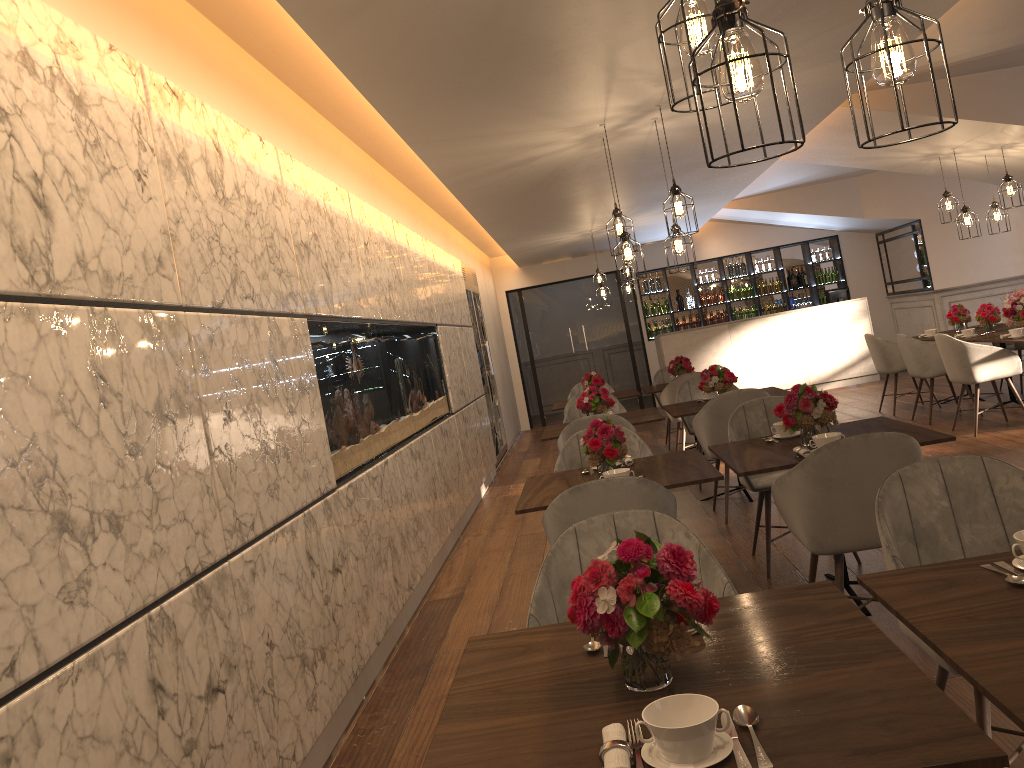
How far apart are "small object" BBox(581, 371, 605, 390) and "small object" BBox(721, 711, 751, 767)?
7.7 meters

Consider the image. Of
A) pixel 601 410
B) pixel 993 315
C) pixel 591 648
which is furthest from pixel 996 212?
pixel 591 648

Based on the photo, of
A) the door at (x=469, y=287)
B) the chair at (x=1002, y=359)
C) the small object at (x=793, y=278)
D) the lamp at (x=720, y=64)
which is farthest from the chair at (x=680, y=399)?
the small object at (x=793, y=278)

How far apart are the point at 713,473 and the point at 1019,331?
5.0m

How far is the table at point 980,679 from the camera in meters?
1.5

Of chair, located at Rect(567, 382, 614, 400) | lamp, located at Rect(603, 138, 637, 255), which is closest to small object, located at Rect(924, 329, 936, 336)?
chair, located at Rect(567, 382, 614, 400)

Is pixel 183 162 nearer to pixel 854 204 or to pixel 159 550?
pixel 159 550

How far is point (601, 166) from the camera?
6.8 meters

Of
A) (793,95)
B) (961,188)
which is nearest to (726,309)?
(961,188)

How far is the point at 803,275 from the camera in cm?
1428
